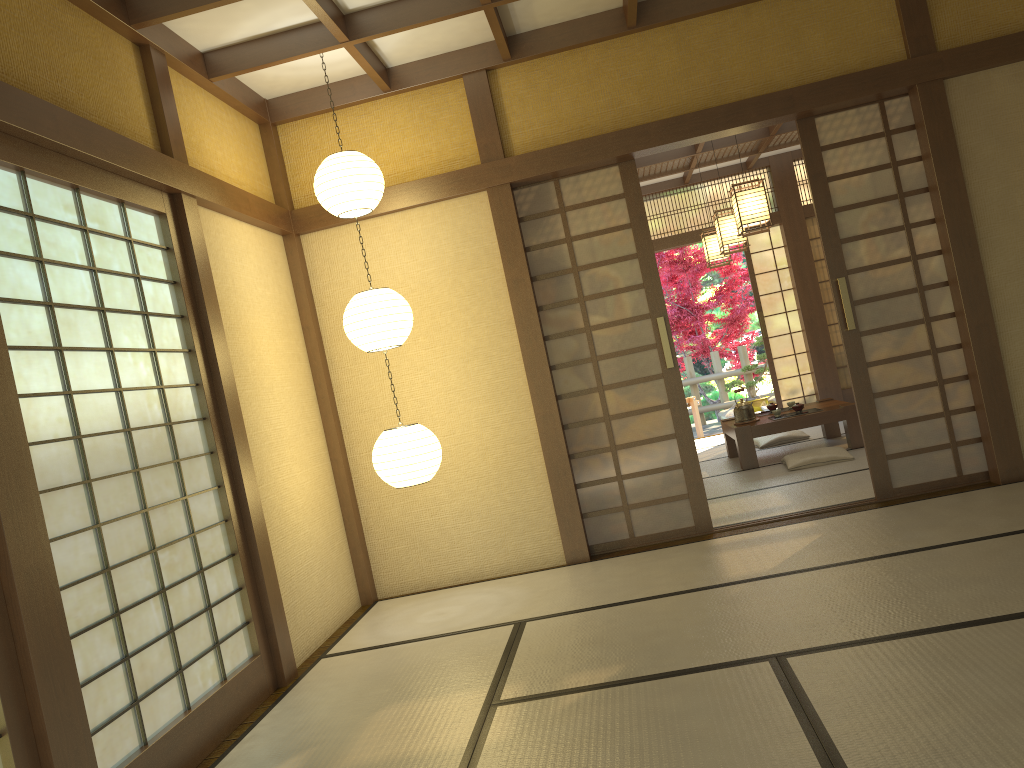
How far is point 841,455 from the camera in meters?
6.6

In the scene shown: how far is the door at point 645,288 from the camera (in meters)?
5.20

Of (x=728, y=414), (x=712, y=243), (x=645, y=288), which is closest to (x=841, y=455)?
(x=645, y=288)

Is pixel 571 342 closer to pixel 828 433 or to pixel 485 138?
pixel 485 138

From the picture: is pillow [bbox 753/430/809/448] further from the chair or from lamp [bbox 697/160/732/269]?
the chair

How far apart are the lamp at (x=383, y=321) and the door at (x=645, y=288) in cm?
101

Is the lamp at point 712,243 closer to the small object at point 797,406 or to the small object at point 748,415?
the small object at point 748,415

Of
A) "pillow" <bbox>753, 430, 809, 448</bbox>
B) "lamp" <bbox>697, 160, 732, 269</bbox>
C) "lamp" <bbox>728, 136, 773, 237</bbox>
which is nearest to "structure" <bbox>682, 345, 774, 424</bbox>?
"lamp" <bbox>697, 160, 732, 269</bbox>

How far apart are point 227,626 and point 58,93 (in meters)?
2.15

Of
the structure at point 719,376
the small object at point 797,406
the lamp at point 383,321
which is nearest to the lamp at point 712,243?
the small object at point 797,406
